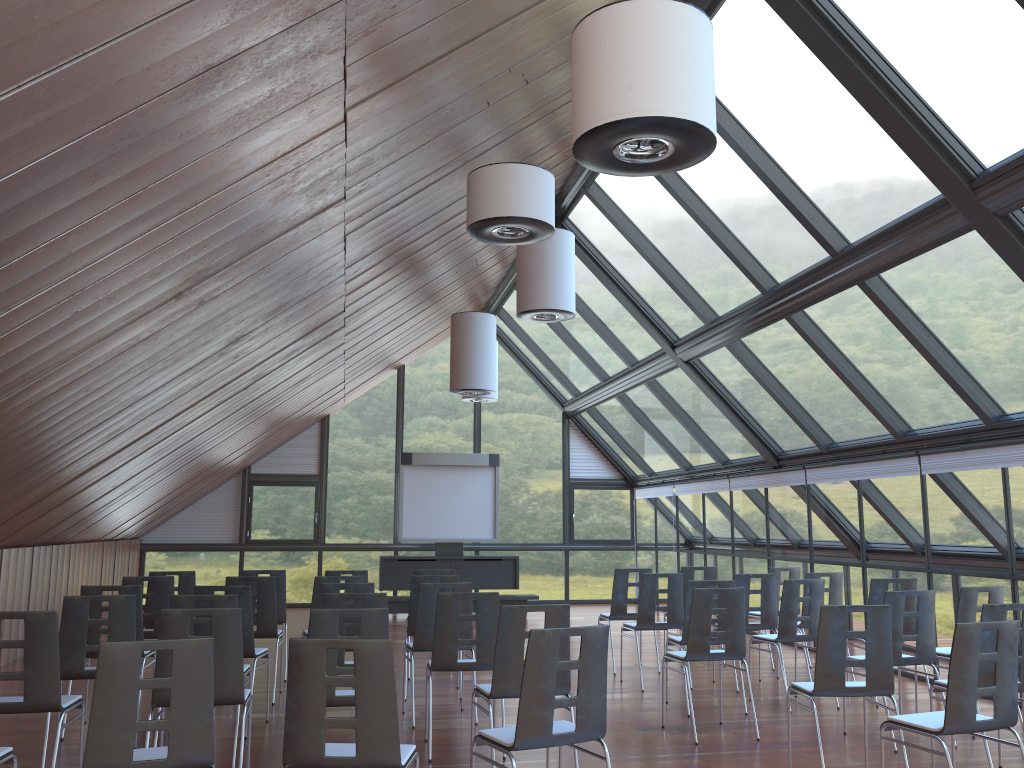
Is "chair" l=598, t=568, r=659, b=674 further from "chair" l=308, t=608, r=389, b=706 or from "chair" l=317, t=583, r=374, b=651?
"chair" l=308, t=608, r=389, b=706

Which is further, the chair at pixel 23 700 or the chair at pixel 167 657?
the chair at pixel 167 657

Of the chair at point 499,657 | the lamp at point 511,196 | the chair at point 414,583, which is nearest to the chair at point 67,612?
the chair at point 499,657

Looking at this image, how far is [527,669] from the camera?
4.3m

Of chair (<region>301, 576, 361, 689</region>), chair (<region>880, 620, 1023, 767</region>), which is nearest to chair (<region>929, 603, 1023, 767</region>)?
chair (<region>880, 620, 1023, 767</region>)

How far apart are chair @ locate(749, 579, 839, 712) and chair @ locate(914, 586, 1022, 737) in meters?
1.1

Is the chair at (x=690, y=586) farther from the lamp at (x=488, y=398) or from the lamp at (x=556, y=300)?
the lamp at (x=488, y=398)

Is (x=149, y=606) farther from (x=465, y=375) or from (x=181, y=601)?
(x=465, y=375)

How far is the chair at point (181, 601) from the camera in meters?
6.3

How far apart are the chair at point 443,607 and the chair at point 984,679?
3.13m
